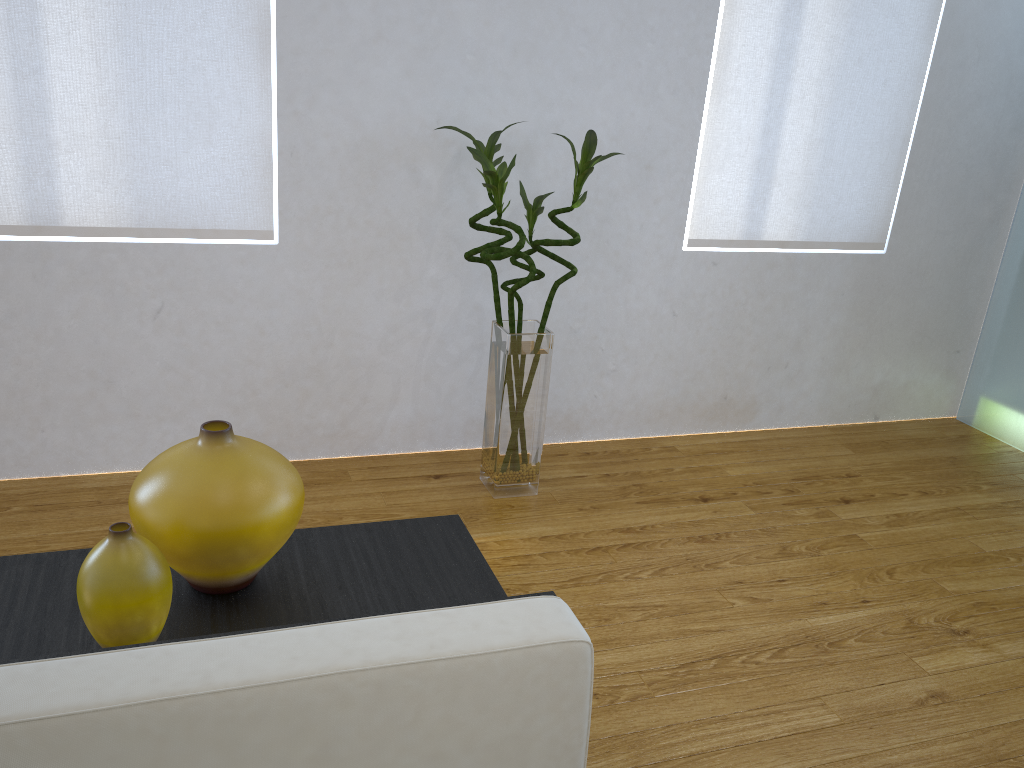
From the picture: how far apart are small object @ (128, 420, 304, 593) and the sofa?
0.2m

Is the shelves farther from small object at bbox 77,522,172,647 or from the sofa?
the sofa

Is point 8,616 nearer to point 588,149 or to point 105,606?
point 105,606

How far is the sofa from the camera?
0.7 meters

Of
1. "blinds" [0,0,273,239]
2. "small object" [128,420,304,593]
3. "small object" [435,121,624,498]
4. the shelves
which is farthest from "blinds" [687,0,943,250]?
"small object" [128,420,304,593]

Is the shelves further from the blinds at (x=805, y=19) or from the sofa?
the blinds at (x=805, y=19)

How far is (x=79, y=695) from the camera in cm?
72

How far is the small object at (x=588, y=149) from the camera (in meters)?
2.21

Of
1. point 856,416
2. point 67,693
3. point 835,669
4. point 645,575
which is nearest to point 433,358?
point 645,575

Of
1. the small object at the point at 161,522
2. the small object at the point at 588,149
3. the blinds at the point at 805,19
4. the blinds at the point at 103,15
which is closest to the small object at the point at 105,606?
the small object at the point at 161,522
